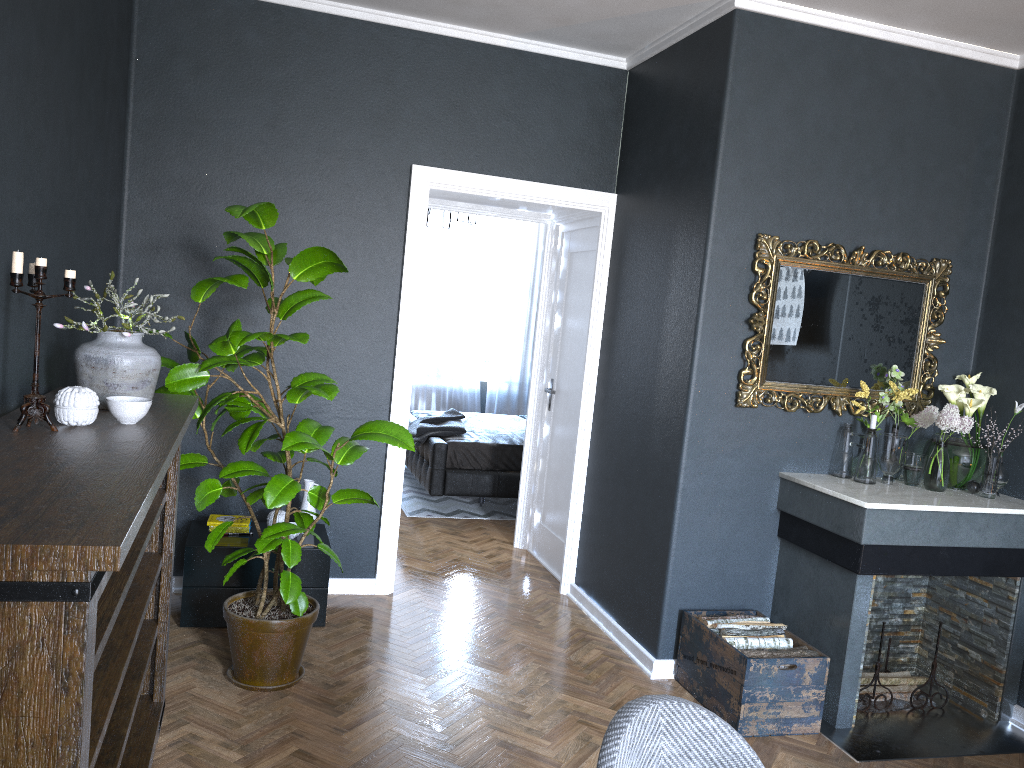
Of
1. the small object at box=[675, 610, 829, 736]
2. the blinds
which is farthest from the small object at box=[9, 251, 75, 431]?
the blinds

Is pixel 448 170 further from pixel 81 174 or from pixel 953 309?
pixel 953 309

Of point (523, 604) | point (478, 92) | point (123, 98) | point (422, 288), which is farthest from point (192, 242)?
point (422, 288)

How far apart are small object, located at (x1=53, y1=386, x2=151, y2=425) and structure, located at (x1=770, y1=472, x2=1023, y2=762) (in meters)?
2.66

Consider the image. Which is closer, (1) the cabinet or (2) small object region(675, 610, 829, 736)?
(2) small object region(675, 610, 829, 736)

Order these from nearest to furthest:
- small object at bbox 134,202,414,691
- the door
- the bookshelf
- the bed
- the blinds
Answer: the bookshelf, small object at bbox 134,202,414,691, the door, the bed, the blinds

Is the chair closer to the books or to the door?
the books

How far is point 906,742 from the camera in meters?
3.6 m

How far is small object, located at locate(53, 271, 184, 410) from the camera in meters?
2.6

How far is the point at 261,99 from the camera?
4.4 meters
